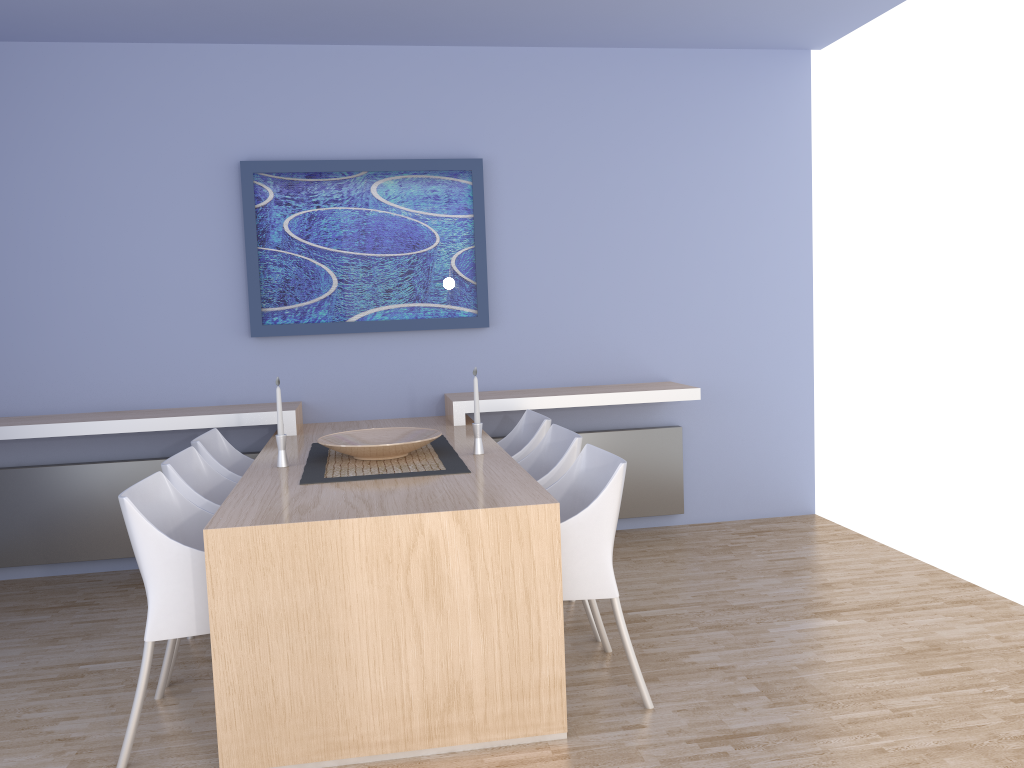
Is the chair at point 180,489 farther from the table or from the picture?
the picture

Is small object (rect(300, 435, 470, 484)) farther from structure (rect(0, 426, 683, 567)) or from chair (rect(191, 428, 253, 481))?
structure (rect(0, 426, 683, 567))

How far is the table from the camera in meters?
2.5

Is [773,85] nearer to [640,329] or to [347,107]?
[640,329]

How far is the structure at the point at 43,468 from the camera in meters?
4.5

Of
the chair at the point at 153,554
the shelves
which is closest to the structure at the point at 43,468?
the shelves

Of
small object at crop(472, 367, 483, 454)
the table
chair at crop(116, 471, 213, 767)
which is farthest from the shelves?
chair at crop(116, 471, 213, 767)

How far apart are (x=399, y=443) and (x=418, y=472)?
0.2 meters

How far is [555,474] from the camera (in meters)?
3.37

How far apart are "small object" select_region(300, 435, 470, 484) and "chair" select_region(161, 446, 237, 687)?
0.3 meters
